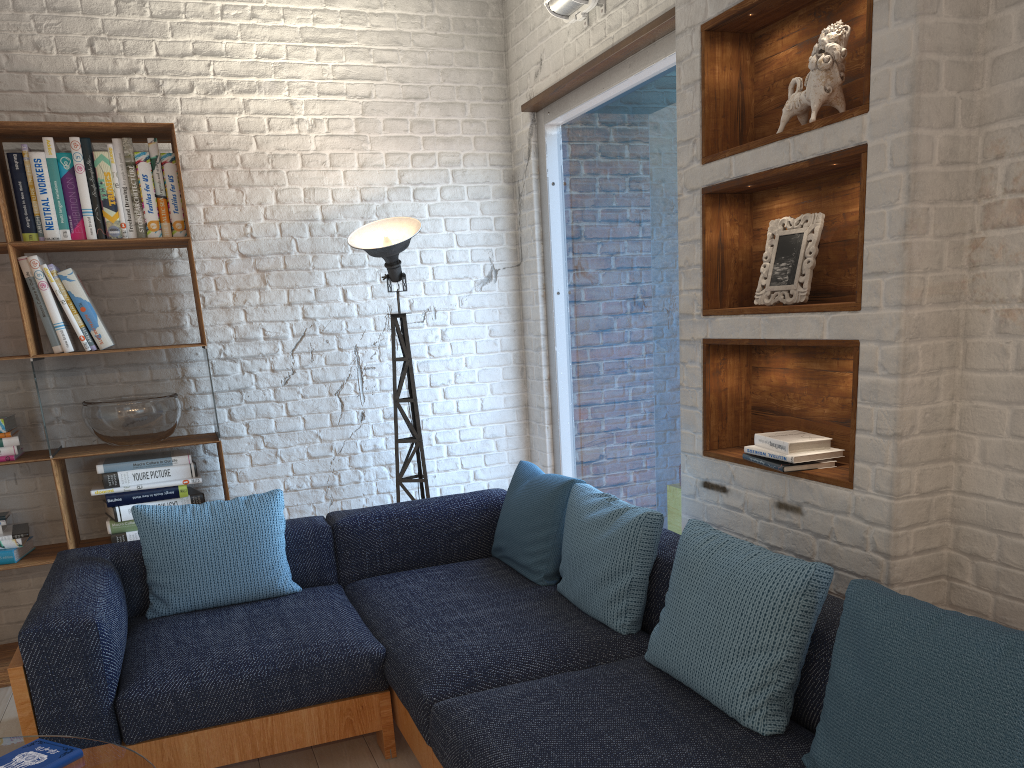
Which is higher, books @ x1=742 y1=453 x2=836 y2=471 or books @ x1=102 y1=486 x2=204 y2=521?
books @ x1=742 y1=453 x2=836 y2=471

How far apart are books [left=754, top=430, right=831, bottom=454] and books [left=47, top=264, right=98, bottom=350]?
2.7m

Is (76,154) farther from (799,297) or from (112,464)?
(799,297)

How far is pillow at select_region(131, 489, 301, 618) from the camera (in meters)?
3.02

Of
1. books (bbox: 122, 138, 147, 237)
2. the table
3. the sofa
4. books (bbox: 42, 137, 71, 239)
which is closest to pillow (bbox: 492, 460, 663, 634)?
the sofa

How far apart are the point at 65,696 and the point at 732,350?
2.2m

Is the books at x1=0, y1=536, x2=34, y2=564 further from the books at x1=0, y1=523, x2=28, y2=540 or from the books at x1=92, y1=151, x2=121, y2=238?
the books at x1=92, y1=151, x2=121, y2=238

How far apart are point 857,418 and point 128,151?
3.0m

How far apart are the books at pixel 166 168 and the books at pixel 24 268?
0.58m

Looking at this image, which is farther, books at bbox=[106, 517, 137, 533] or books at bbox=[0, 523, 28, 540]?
Answer: books at bbox=[106, 517, 137, 533]
